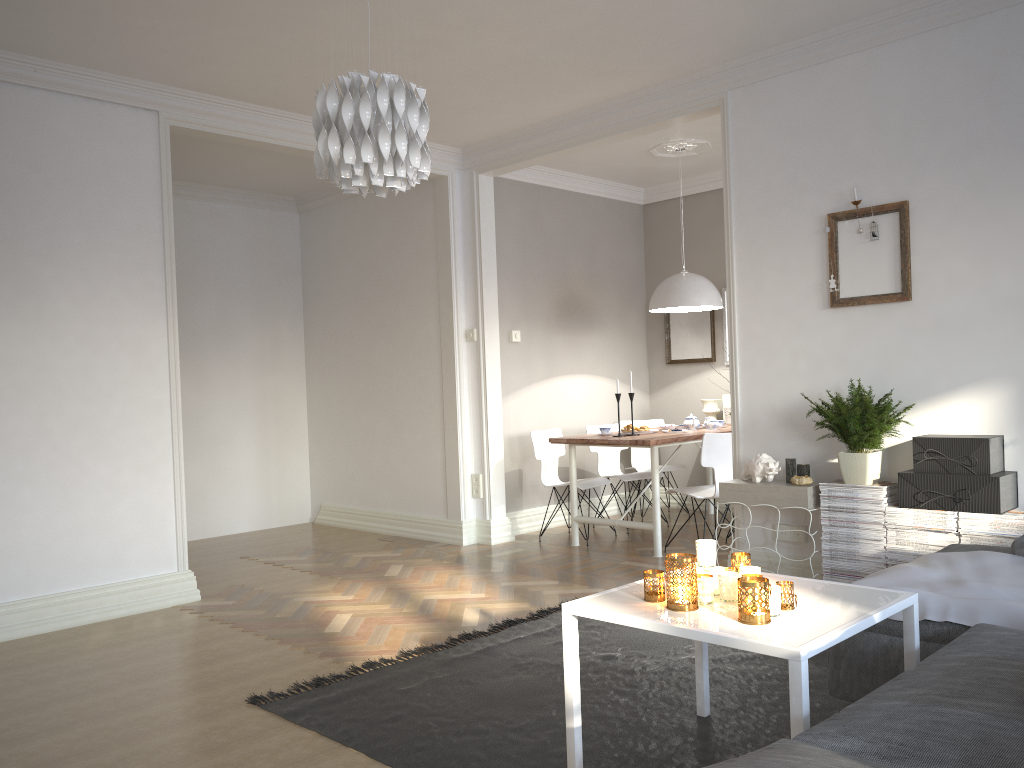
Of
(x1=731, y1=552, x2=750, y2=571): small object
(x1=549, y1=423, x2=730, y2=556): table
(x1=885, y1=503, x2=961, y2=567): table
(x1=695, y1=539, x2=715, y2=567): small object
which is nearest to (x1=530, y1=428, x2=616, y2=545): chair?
(x1=549, y1=423, x2=730, y2=556): table

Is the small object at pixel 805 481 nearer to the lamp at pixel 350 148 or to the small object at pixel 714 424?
the small object at pixel 714 424

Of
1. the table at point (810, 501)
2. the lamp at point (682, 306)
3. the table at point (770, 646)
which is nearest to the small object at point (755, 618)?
the table at point (770, 646)

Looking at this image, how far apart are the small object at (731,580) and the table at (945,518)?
1.9m

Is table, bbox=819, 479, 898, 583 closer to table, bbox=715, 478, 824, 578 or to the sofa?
table, bbox=715, 478, 824, 578

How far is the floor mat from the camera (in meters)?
2.68

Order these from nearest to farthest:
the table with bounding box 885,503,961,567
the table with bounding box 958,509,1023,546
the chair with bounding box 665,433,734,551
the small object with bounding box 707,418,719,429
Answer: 1. the table with bounding box 958,509,1023,546
2. the table with bounding box 885,503,961,567
3. the chair with bounding box 665,433,734,551
4. the small object with bounding box 707,418,719,429

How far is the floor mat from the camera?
2.7 meters

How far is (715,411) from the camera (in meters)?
7.14

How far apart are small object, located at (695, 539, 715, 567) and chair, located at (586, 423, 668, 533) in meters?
3.9 m
